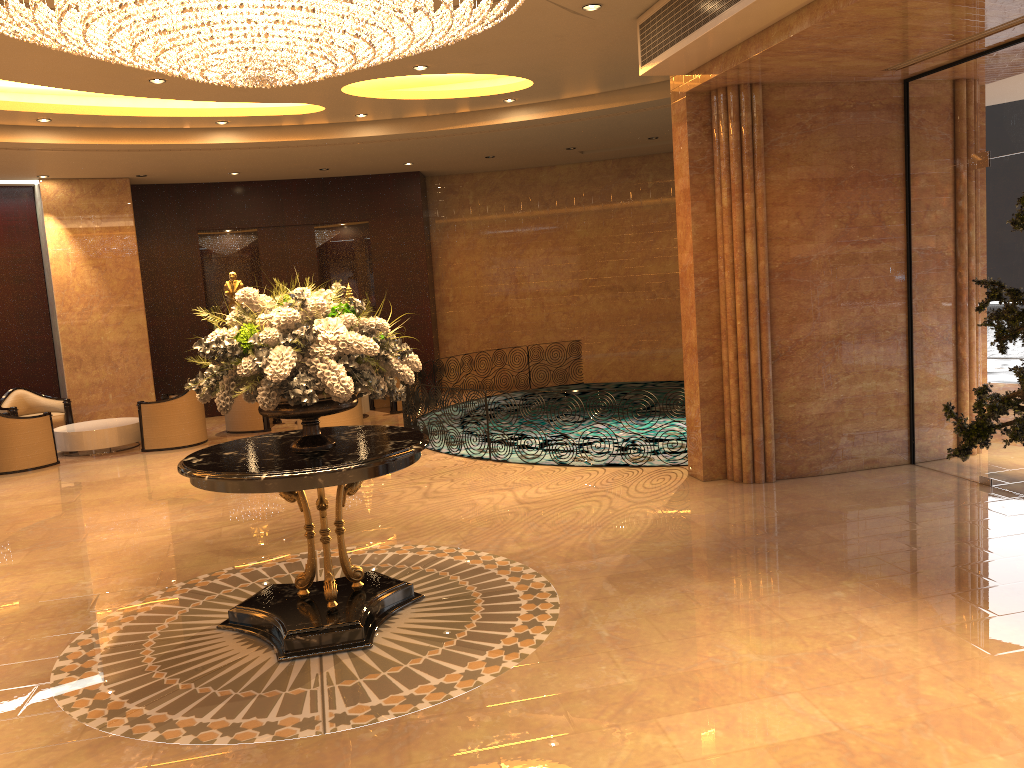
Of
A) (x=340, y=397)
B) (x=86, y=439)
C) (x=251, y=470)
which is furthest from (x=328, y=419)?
(x=340, y=397)

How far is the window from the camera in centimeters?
702cm

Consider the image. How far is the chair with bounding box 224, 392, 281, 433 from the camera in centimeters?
1317cm

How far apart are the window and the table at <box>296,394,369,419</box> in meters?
8.2 m

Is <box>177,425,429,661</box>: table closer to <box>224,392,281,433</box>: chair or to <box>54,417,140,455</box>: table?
<box>54,417,140,455</box>: table

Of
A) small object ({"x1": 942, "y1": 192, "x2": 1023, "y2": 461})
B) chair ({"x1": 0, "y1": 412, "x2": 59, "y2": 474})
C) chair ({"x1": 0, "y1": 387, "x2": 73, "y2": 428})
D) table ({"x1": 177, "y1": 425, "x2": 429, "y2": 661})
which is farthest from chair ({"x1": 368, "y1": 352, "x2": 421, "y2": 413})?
small object ({"x1": 942, "y1": 192, "x2": 1023, "y2": 461})

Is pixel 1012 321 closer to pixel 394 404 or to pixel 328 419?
pixel 328 419

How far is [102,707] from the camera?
4.5 meters

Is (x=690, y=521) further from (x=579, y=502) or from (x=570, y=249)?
(x=570, y=249)

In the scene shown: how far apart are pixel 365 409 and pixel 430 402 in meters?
3.5 m
